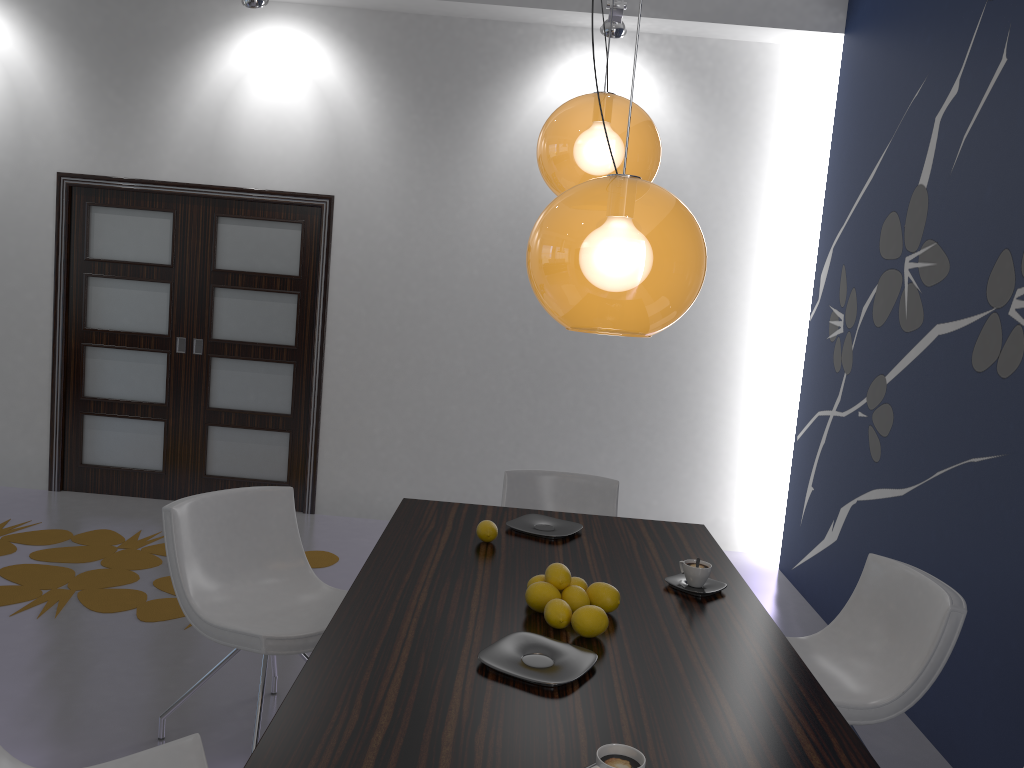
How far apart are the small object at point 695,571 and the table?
0.06m

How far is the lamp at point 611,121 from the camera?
2.4 meters

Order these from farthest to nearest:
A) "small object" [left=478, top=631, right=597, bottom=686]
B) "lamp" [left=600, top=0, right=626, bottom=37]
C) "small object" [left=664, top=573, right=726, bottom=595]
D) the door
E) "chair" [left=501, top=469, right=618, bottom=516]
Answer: the door, "lamp" [left=600, top=0, right=626, bottom=37], "chair" [left=501, top=469, right=618, bottom=516], "small object" [left=664, top=573, right=726, bottom=595], "small object" [left=478, top=631, right=597, bottom=686]

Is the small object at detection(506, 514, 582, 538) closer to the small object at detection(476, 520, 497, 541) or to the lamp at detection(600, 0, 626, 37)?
the small object at detection(476, 520, 497, 541)

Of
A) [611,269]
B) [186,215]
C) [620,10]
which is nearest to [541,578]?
[611,269]

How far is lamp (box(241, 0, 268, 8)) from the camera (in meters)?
4.88

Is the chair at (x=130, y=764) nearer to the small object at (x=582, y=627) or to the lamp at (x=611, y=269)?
the small object at (x=582, y=627)

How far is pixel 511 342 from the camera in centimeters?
567cm

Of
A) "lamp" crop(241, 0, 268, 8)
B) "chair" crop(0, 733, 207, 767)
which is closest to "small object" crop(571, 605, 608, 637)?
"chair" crop(0, 733, 207, 767)

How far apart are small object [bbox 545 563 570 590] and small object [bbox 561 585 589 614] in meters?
0.0 m
